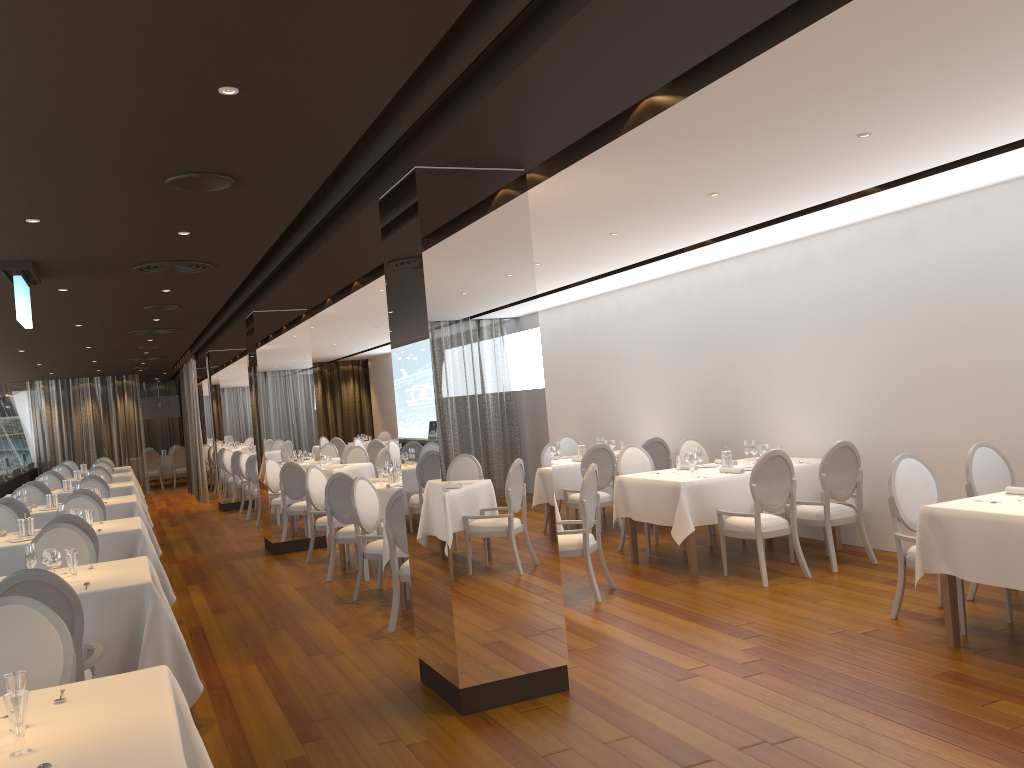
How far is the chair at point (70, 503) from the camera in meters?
8.9

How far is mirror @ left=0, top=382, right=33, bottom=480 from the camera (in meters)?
18.52

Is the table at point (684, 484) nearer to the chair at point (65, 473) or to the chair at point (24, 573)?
the chair at point (24, 573)

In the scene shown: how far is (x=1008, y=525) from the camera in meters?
4.8

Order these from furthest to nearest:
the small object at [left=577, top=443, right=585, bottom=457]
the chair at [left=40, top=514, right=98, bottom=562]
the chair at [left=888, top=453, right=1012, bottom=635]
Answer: the small object at [left=577, top=443, right=585, bottom=457] → the chair at [left=40, top=514, right=98, bottom=562] → the chair at [left=888, top=453, right=1012, bottom=635]

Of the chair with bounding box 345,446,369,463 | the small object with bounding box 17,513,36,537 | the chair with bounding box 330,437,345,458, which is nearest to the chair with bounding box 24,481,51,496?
the chair with bounding box 345,446,369,463

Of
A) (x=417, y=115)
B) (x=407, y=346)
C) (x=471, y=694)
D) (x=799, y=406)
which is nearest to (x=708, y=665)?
(x=471, y=694)

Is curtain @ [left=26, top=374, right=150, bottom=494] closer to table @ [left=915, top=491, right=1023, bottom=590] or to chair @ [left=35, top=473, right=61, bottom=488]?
chair @ [left=35, top=473, right=61, bottom=488]

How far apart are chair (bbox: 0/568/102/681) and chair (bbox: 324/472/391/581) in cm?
413

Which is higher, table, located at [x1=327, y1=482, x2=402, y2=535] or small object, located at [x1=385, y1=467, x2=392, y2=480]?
small object, located at [x1=385, y1=467, x2=392, y2=480]
